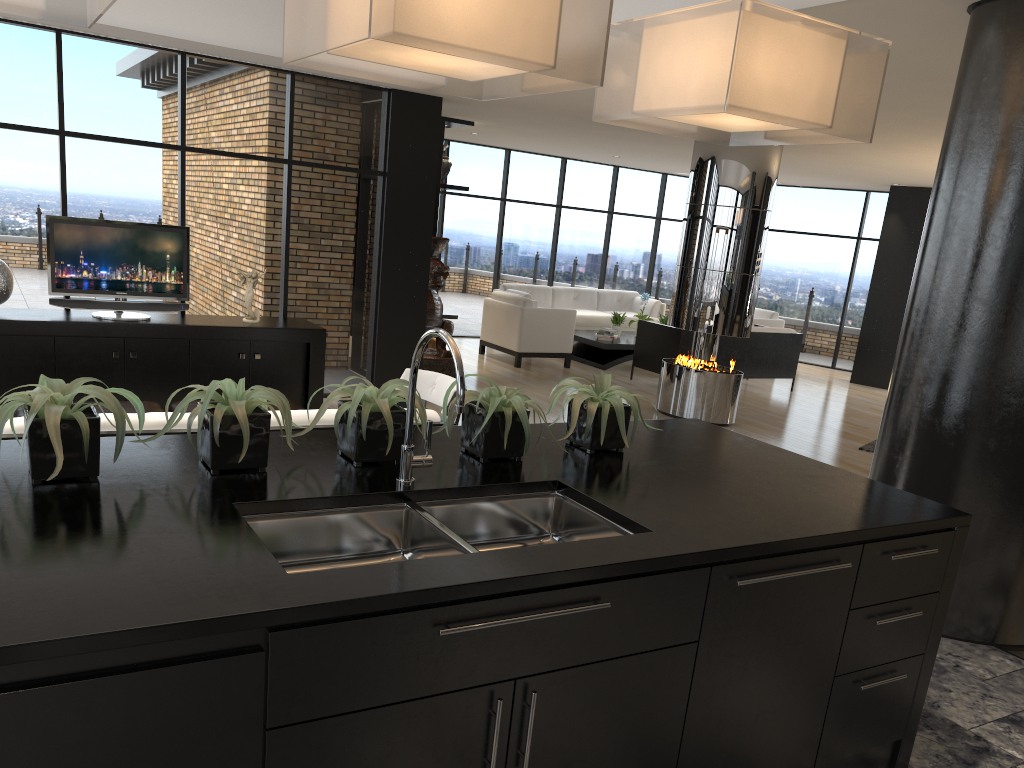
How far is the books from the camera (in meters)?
11.78

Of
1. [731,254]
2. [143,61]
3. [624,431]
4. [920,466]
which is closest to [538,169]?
[731,254]

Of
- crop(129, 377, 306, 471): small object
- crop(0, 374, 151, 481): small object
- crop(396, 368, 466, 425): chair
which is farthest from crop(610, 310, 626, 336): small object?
crop(0, 374, 151, 481): small object

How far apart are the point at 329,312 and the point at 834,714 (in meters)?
6.44

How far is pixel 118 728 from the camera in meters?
1.4

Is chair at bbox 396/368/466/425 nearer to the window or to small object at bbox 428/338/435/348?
the window

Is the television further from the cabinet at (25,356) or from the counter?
the counter

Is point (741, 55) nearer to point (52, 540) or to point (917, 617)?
point (917, 617)

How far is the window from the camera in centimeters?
674cm

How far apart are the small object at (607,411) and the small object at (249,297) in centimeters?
486cm
